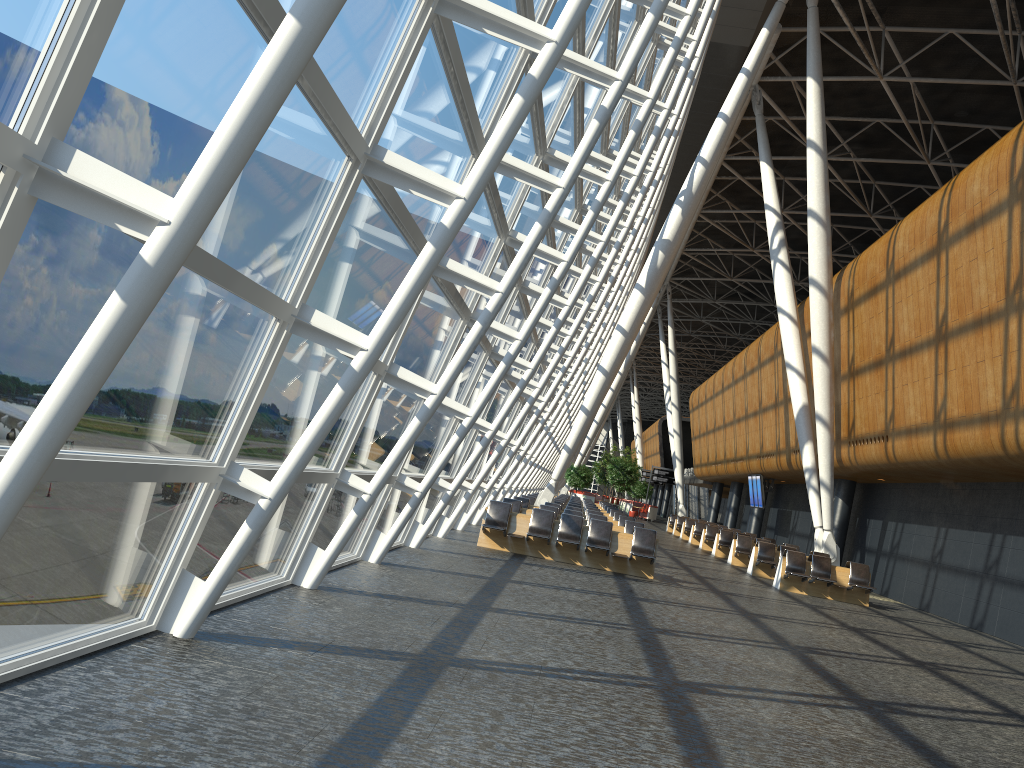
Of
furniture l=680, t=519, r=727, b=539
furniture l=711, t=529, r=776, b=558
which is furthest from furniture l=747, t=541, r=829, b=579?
furniture l=680, t=519, r=727, b=539

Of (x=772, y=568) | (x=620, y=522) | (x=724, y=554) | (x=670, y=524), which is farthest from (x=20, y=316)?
(x=670, y=524)

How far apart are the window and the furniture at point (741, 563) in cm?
732

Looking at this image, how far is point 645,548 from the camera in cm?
1571

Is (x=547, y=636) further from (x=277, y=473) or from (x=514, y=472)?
(x=514, y=472)

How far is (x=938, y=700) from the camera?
8.3 meters

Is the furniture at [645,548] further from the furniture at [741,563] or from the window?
the furniture at [741,563]

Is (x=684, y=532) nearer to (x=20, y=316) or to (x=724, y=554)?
(x=724, y=554)

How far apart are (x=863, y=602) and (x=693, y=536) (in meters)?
14.99

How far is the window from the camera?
3.4 meters
